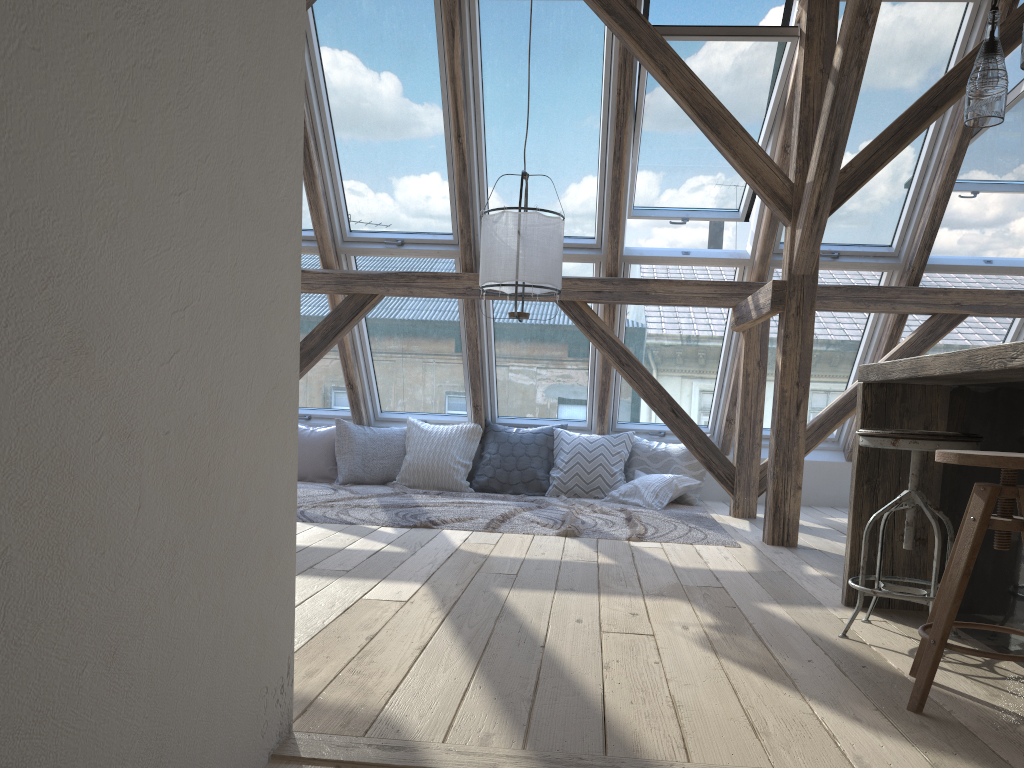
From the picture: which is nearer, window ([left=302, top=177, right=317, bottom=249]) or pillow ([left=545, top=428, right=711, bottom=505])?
window ([left=302, top=177, right=317, bottom=249])

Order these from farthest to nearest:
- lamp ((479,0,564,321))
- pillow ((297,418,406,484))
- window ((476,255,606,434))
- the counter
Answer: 1. pillow ((297,418,406,484))
2. window ((476,255,606,434))
3. lamp ((479,0,564,321))
4. the counter

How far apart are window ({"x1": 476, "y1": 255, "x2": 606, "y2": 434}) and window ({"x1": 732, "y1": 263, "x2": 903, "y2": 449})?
1.09m

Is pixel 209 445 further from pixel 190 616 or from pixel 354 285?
pixel 354 285

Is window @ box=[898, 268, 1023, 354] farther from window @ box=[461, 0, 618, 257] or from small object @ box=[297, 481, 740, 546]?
window @ box=[461, 0, 618, 257]

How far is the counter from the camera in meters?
Answer: 2.2

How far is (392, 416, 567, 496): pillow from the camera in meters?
6.3

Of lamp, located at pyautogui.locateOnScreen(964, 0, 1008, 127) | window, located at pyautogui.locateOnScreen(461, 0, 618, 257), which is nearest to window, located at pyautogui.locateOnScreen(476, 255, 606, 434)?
window, located at pyautogui.locateOnScreen(461, 0, 618, 257)

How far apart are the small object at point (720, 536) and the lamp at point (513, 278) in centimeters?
106cm

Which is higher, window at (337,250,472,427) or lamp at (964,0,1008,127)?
lamp at (964,0,1008,127)
